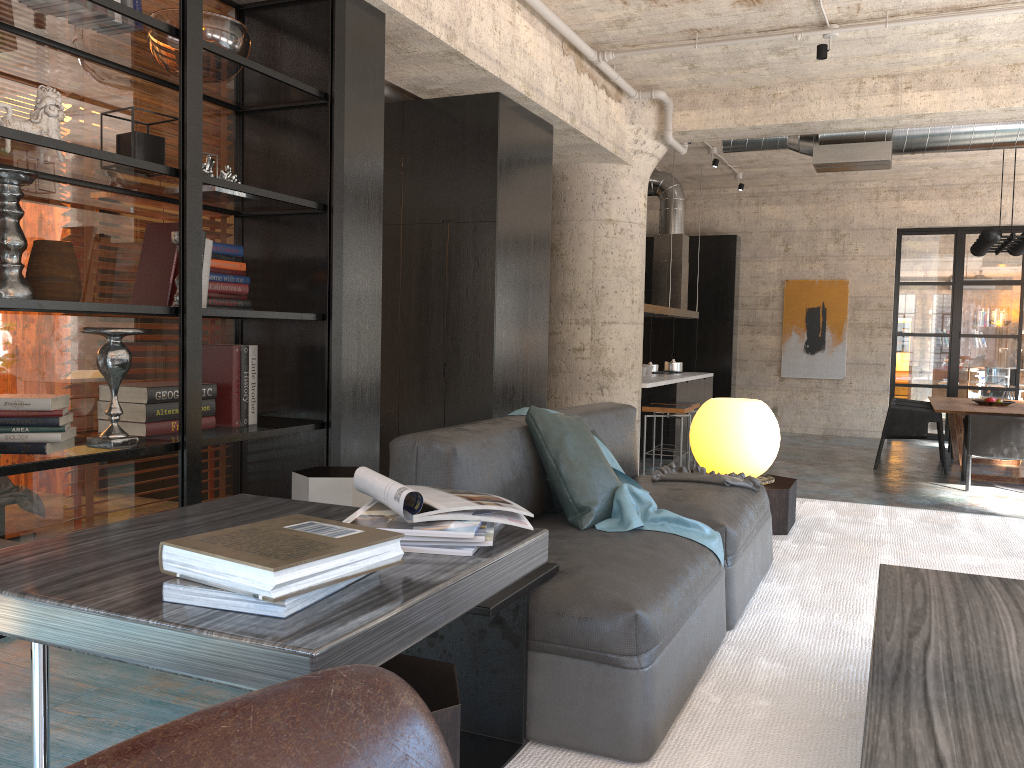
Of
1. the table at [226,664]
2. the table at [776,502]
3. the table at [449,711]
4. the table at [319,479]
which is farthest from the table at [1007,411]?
the table at [449,711]

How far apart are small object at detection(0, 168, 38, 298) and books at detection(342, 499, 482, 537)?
1.9m

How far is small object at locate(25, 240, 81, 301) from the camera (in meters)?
3.18

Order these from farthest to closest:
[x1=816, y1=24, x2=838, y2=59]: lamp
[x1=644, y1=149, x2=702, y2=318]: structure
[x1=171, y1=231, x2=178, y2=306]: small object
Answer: [x1=644, y1=149, x2=702, y2=318]: structure, [x1=816, y1=24, x2=838, y2=59]: lamp, [x1=171, y1=231, x2=178, y2=306]: small object

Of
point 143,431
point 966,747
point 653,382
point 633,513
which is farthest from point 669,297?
point 966,747

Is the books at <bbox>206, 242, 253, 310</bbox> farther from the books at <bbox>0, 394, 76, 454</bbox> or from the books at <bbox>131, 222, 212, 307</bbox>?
the books at <bbox>0, 394, 76, 454</bbox>

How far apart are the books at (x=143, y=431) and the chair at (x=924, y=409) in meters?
8.1 m

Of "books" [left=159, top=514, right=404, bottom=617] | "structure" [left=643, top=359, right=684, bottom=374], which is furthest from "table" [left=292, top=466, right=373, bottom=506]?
"structure" [left=643, top=359, right=684, bottom=374]

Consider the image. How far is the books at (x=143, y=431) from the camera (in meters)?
3.52

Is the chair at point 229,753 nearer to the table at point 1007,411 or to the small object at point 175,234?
the small object at point 175,234
